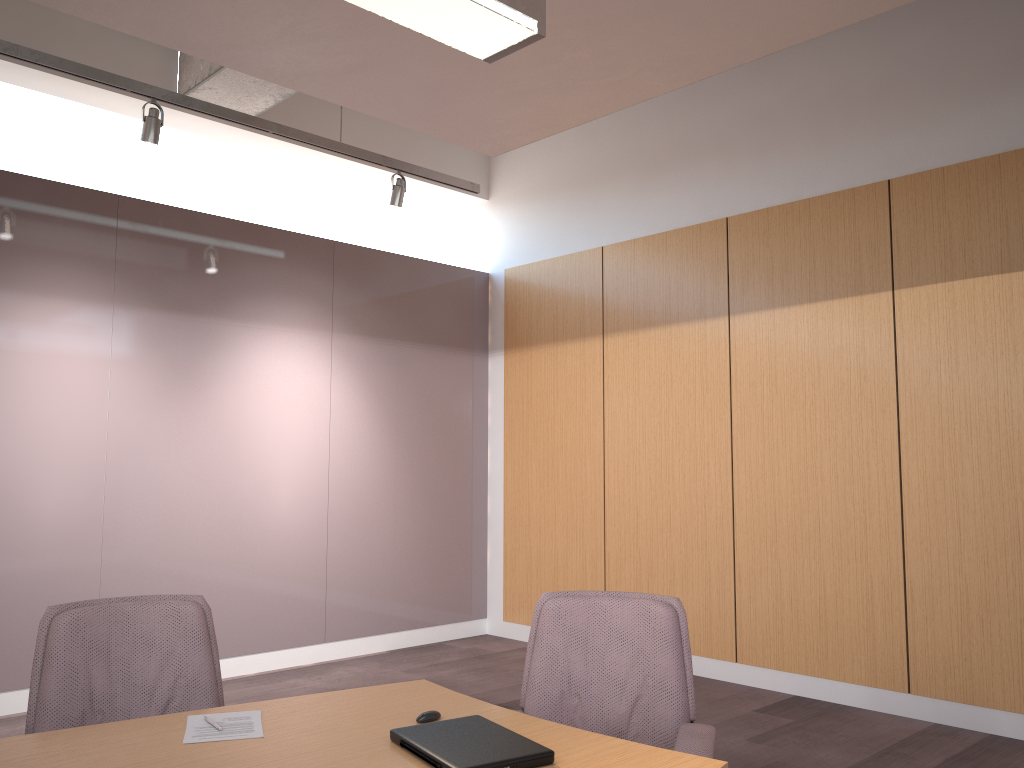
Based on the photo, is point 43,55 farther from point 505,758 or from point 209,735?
point 505,758

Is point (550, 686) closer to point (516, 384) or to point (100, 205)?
point (100, 205)

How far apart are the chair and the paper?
0.6 meters

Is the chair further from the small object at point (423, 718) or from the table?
the small object at point (423, 718)

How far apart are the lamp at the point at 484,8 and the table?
1.6m

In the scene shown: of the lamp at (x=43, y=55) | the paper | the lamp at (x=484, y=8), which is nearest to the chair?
the paper

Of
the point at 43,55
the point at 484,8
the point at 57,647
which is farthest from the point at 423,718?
the point at 43,55

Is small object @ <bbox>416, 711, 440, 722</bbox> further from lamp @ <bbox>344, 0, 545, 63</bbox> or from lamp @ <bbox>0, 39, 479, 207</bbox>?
lamp @ <bbox>0, 39, 479, 207</bbox>

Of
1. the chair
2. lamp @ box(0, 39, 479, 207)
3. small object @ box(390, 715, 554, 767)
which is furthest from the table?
lamp @ box(0, 39, 479, 207)

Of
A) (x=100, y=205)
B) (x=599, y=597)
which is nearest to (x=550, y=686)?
(x=599, y=597)
